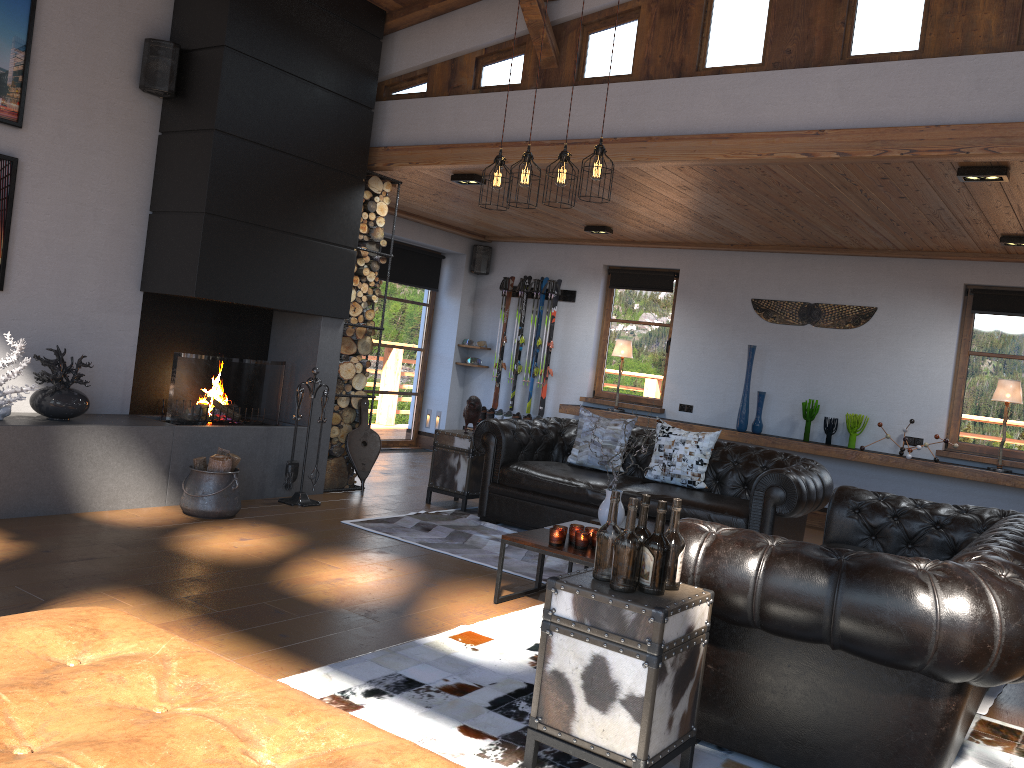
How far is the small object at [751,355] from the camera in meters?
8.7

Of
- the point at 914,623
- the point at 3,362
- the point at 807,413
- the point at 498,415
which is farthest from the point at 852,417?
the point at 3,362

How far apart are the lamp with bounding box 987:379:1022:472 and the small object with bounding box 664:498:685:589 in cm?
586

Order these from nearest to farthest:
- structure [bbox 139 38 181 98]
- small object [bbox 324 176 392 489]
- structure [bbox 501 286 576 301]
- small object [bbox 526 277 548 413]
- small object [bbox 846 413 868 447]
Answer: structure [bbox 139 38 181 98] → small object [bbox 324 176 392 489] → small object [bbox 846 413 868 447] → structure [bbox 501 286 576 301] → small object [bbox 526 277 548 413]

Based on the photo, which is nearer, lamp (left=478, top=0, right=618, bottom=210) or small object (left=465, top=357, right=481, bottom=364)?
lamp (left=478, top=0, right=618, bottom=210)

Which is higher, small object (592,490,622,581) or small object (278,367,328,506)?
small object (592,490,622,581)

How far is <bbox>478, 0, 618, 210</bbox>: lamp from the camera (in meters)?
4.85

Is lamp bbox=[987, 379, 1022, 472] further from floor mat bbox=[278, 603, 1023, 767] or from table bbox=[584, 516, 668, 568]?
floor mat bbox=[278, 603, 1023, 767]

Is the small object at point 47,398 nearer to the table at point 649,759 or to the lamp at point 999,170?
the table at point 649,759

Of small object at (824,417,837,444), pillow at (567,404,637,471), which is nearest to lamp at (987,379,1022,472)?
small object at (824,417,837,444)
